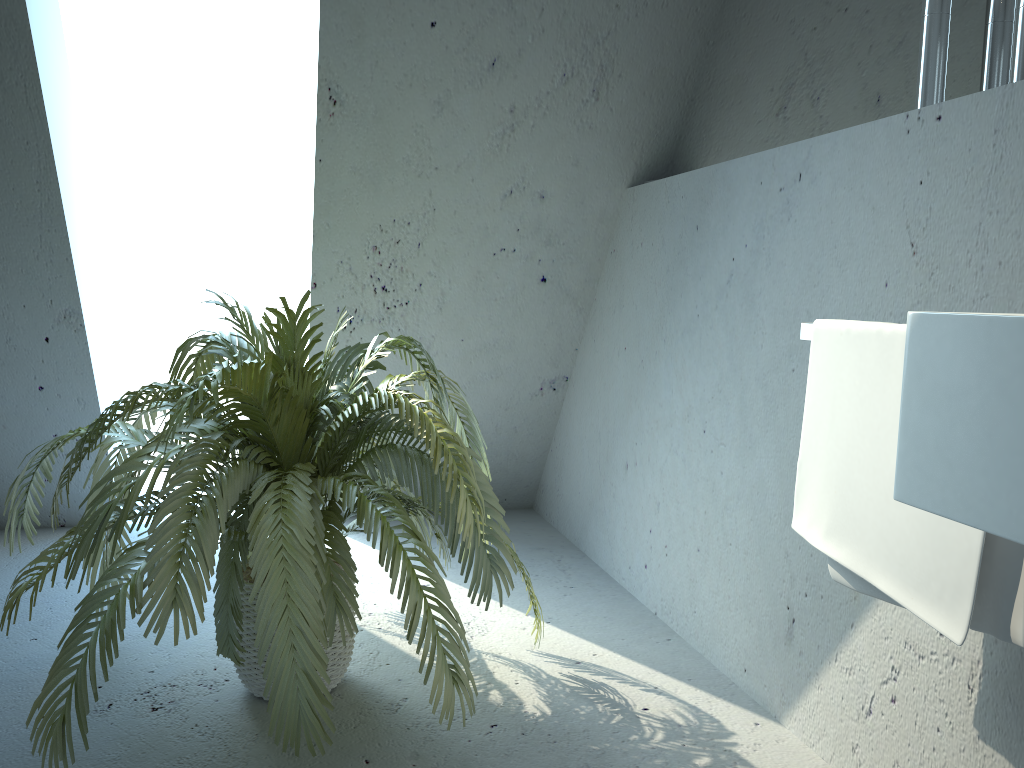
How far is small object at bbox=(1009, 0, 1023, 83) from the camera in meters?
1.3

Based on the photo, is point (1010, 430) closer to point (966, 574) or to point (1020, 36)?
point (966, 574)

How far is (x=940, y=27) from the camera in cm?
150

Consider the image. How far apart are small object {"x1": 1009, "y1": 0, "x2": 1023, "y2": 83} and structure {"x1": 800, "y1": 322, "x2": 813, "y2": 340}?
0.5 meters

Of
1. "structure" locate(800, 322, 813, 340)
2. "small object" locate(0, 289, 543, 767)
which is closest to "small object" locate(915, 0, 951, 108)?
"structure" locate(800, 322, 813, 340)

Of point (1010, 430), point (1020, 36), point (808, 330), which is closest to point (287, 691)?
point (808, 330)

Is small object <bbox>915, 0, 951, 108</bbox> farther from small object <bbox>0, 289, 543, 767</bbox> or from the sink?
small object <bbox>0, 289, 543, 767</bbox>

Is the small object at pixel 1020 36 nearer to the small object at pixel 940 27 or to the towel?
the small object at pixel 940 27

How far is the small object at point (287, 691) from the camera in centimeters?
153cm

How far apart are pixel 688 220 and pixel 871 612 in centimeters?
112cm
